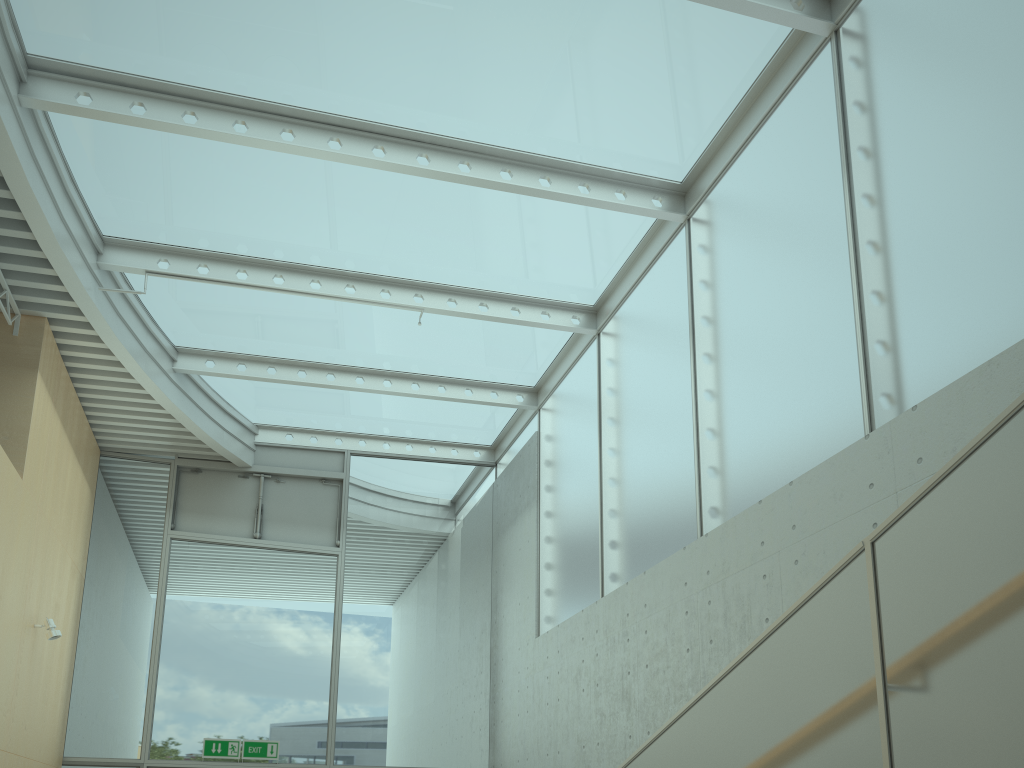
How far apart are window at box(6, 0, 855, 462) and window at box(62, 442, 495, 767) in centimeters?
10cm

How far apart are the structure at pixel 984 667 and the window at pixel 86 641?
7.2m

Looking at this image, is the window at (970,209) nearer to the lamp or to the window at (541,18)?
the window at (541,18)

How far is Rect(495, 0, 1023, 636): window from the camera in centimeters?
412cm

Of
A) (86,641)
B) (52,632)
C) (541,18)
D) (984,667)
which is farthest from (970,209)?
(86,641)

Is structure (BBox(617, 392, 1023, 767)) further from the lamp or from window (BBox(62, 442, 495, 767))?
window (BBox(62, 442, 495, 767))

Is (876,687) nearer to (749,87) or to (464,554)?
(749,87)

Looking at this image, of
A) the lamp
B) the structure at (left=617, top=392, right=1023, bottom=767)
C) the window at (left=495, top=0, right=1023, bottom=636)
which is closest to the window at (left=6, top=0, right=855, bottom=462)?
the window at (left=495, top=0, right=1023, bottom=636)

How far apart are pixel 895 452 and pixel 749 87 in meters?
3.2

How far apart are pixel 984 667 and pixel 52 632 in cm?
745
